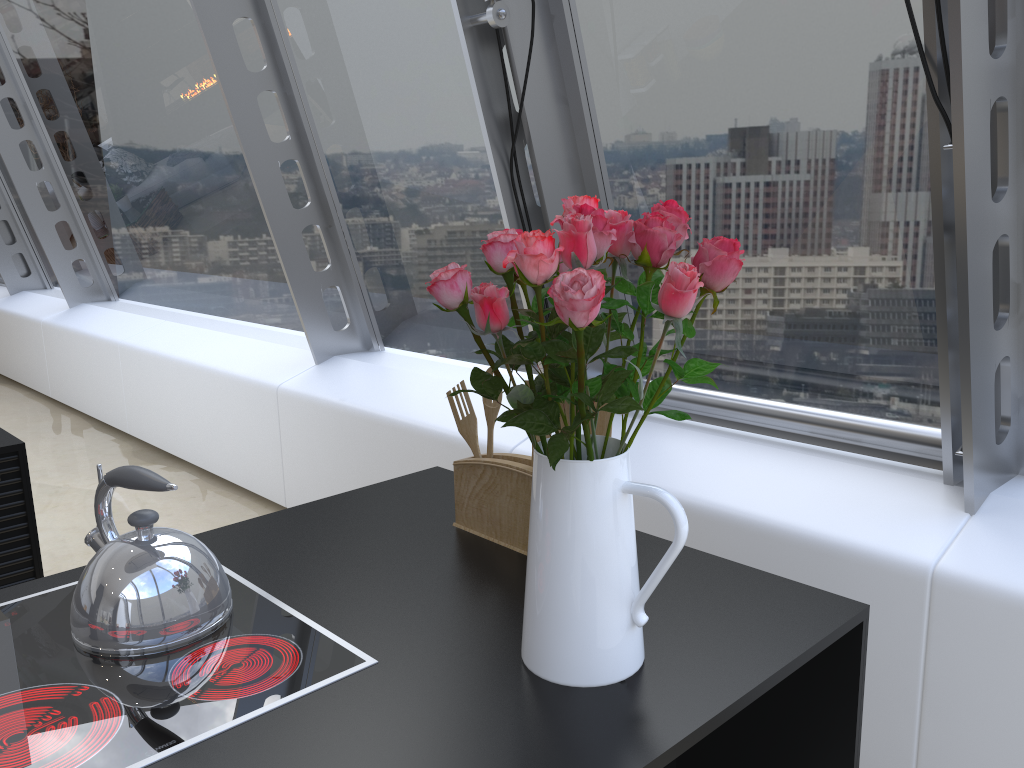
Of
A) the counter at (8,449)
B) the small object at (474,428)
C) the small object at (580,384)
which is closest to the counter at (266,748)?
the small object at (580,384)

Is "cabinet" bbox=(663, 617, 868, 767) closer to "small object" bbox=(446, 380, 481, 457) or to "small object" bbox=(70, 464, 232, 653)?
"small object" bbox=(446, 380, 481, 457)

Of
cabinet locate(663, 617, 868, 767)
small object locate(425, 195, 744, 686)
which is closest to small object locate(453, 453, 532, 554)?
small object locate(425, 195, 744, 686)

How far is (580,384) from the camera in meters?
1.0 m

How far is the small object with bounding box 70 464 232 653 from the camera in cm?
120

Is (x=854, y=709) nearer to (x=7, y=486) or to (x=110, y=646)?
(x=110, y=646)

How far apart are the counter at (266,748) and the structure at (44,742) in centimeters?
1cm

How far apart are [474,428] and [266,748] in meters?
0.8

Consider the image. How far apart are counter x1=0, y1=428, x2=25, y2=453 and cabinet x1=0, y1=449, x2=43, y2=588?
0.0 meters

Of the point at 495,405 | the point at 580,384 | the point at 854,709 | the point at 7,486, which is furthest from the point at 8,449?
the point at 854,709
